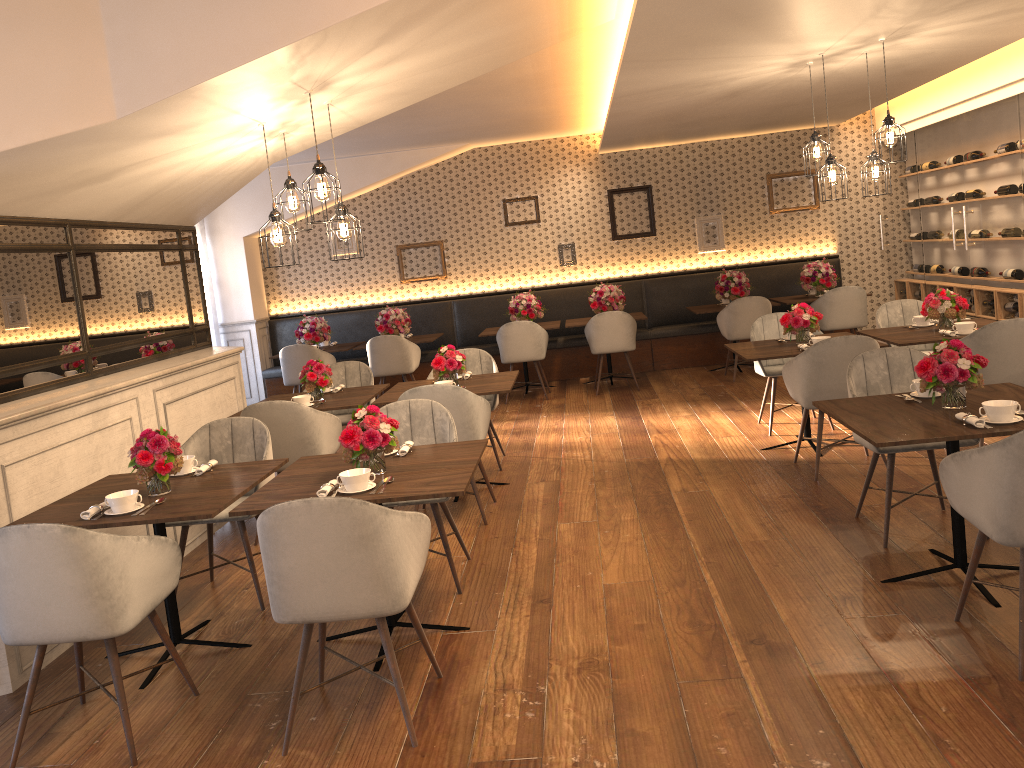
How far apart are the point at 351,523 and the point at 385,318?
7.28m

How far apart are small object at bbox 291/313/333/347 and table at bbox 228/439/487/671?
6.0 meters

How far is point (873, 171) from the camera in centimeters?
593cm

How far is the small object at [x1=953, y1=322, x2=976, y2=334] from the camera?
5.70m

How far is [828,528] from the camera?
4.54m

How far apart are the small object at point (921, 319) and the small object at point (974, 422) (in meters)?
3.15

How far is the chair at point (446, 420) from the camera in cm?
455

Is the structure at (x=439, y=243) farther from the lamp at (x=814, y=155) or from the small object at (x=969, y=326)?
the small object at (x=969, y=326)

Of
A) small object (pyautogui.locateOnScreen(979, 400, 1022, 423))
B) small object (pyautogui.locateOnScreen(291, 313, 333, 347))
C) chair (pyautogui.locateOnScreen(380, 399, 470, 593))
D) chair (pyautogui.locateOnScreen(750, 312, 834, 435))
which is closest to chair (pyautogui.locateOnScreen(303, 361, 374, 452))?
chair (pyautogui.locateOnScreen(380, 399, 470, 593))

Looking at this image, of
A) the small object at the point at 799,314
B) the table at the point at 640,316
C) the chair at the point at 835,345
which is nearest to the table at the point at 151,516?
the chair at the point at 835,345
